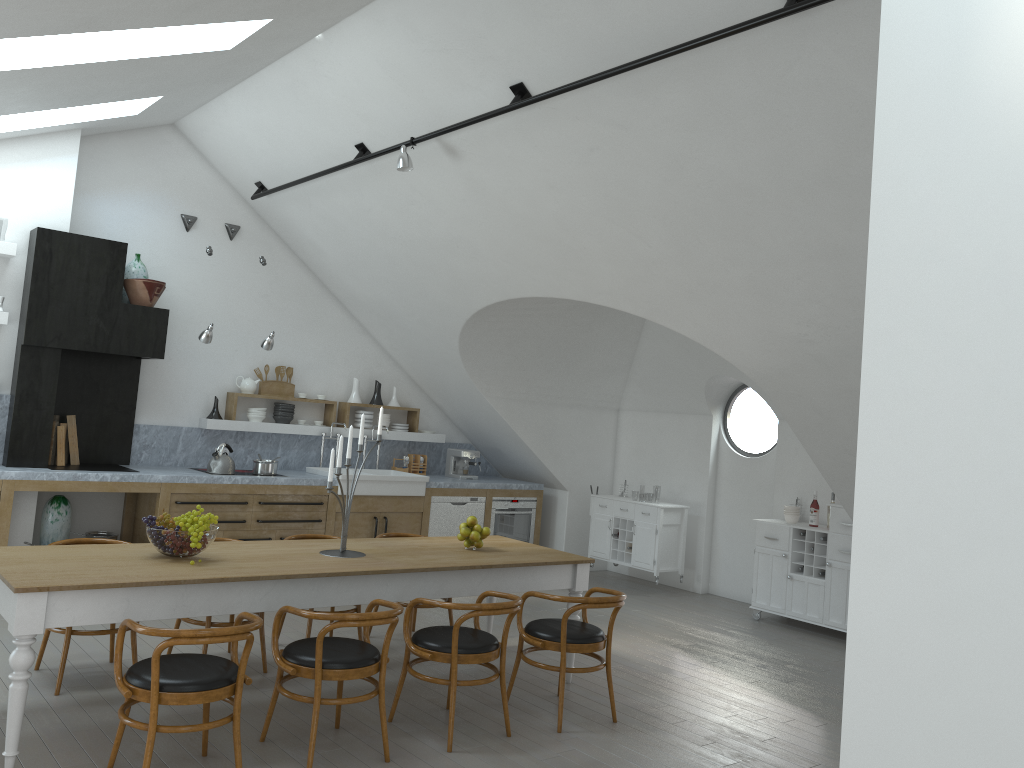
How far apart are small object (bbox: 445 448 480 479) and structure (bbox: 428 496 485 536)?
0.45m

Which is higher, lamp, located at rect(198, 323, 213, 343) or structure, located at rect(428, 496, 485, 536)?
lamp, located at rect(198, 323, 213, 343)

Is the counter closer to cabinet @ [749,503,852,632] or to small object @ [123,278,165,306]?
small object @ [123,278,165,306]

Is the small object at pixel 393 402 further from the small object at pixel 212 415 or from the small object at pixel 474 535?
the small object at pixel 474 535

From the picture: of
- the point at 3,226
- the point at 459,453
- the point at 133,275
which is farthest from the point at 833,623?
the point at 3,226

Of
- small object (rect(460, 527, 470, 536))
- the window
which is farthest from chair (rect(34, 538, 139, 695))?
the window

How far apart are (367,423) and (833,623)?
4.92m

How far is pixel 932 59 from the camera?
1.90m

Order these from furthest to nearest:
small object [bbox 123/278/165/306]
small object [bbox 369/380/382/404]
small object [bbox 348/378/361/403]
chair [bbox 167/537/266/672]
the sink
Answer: small object [bbox 369/380/382/404] < small object [bbox 348/378/361/403] < the sink < small object [bbox 123/278/165/306] < chair [bbox 167/537/266/672]

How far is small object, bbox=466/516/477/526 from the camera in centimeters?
572cm
